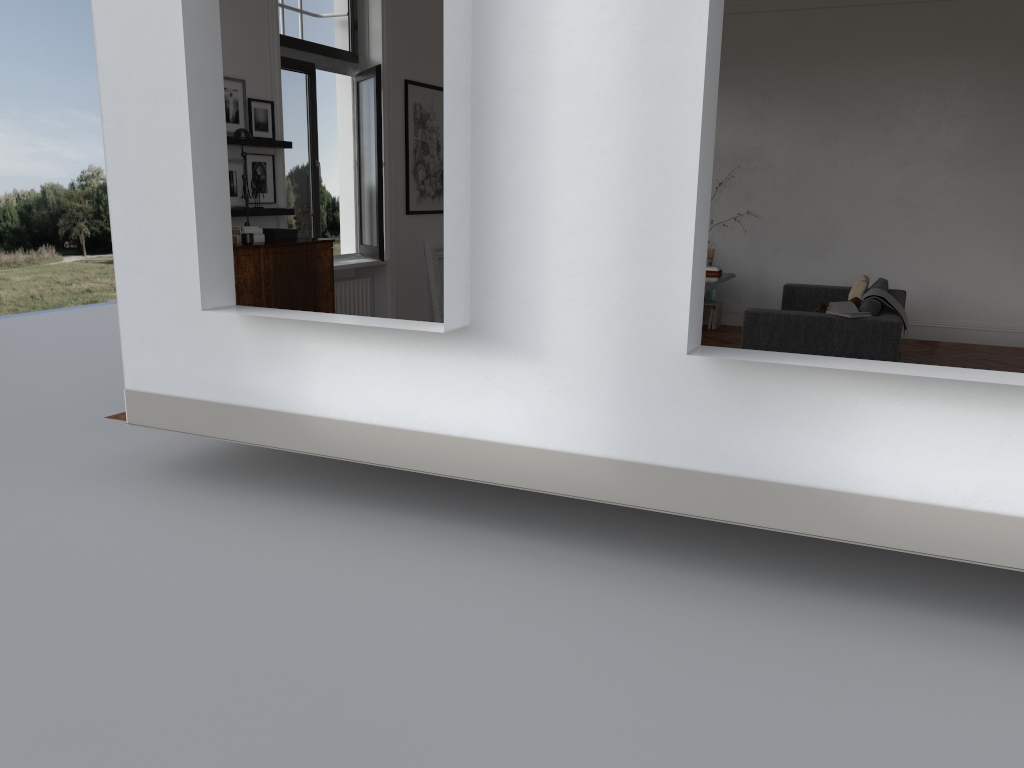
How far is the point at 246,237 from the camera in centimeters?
622cm

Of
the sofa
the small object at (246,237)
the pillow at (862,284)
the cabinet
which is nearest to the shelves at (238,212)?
the cabinet

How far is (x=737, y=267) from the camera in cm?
1098

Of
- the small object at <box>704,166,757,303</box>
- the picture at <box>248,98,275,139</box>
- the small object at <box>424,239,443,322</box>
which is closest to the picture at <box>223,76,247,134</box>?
the picture at <box>248,98,275,139</box>

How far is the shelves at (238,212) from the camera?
6.69m

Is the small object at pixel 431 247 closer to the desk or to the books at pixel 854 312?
the desk

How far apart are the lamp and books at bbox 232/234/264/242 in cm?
72

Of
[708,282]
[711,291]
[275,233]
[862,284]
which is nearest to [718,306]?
[711,291]

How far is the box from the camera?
6.81m

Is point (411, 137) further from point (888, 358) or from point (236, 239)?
point (888, 358)
